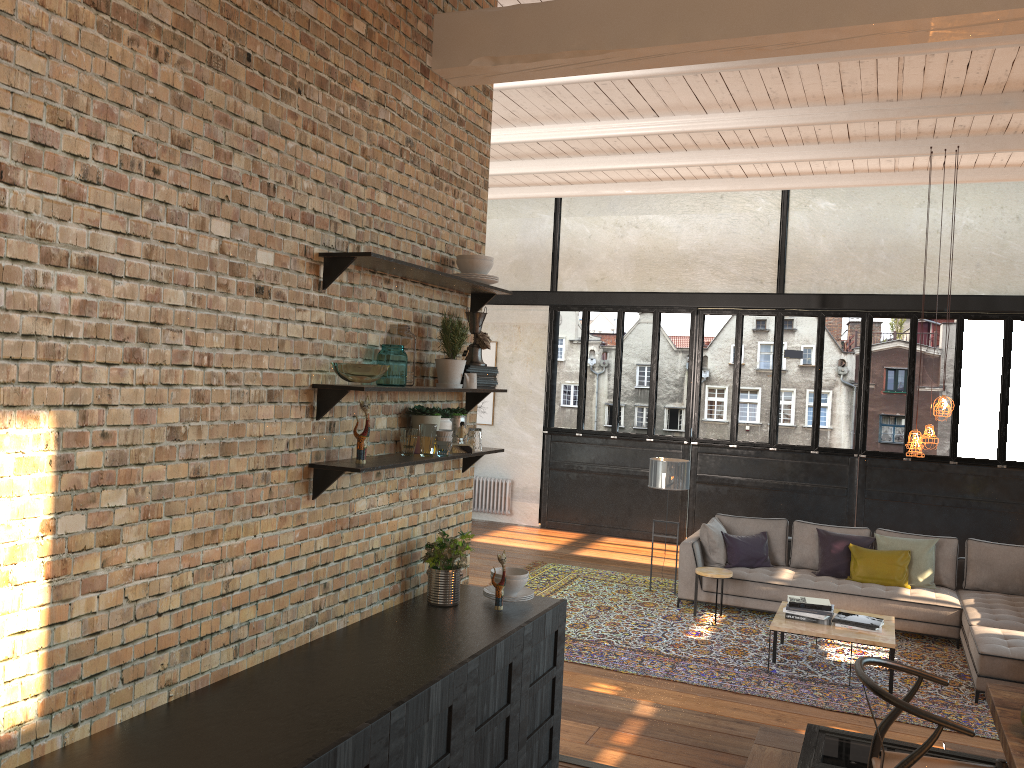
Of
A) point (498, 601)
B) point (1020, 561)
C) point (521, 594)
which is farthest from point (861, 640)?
point (498, 601)

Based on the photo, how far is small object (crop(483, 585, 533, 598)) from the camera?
4.1m

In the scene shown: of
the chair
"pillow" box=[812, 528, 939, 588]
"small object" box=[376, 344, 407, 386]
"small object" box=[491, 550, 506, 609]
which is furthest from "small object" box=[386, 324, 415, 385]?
"pillow" box=[812, 528, 939, 588]

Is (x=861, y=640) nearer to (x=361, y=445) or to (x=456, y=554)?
(x=456, y=554)

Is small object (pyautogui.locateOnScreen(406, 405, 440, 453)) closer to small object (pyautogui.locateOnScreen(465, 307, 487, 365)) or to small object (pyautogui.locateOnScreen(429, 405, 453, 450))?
small object (pyautogui.locateOnScreen(429, 405, 453, 450))

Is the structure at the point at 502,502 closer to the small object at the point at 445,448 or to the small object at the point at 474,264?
the small object at the point at 474,264

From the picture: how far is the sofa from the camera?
6.5m

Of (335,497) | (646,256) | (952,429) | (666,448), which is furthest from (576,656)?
(646,256)

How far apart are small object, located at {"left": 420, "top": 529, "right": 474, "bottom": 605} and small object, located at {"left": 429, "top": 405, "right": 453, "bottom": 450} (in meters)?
0.49

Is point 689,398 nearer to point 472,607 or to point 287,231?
point 472,607
